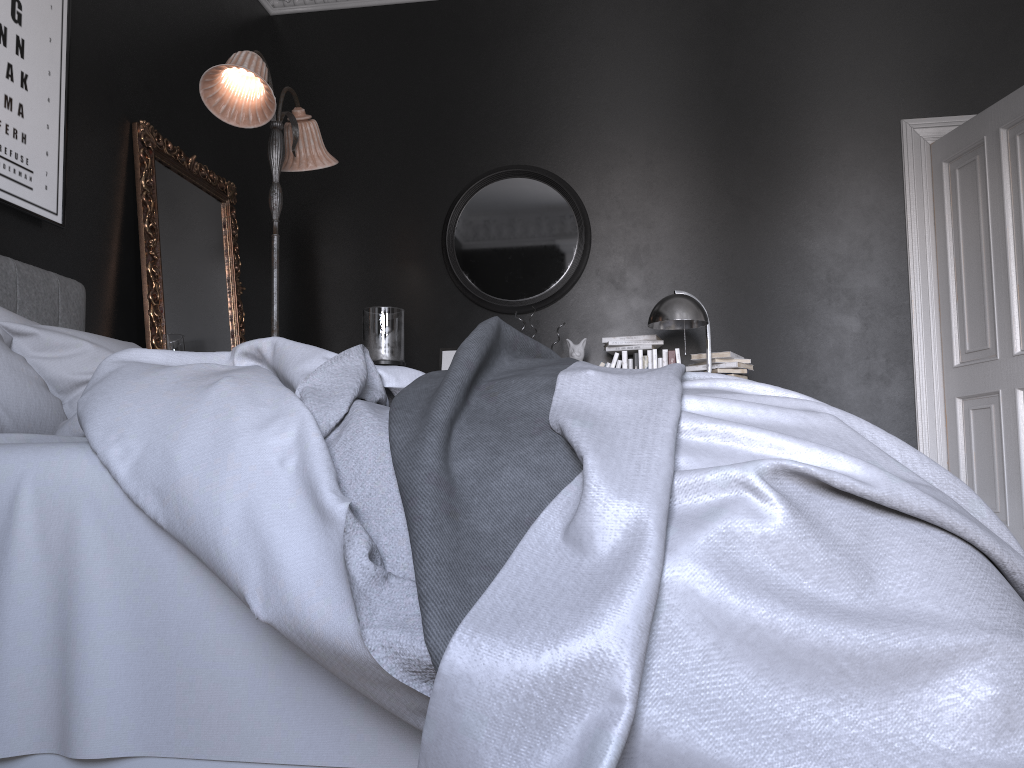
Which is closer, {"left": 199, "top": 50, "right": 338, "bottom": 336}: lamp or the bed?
the bed

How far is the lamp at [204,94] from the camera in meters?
3.8

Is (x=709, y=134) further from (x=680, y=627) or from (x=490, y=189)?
→ (x=680, y=627)

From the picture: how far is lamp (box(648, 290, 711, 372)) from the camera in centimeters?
458cm

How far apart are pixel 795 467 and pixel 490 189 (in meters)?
4.49

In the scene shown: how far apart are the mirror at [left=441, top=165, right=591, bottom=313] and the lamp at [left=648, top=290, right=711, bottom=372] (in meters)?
0.70

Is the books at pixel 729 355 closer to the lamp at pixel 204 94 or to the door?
the door

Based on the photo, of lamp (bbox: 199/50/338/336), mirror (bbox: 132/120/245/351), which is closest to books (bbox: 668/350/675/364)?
lamp (bbox: 199/50/338/336)

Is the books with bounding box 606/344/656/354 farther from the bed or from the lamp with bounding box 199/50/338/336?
the bed

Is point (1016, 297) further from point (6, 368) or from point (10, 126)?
point (10, 126)
